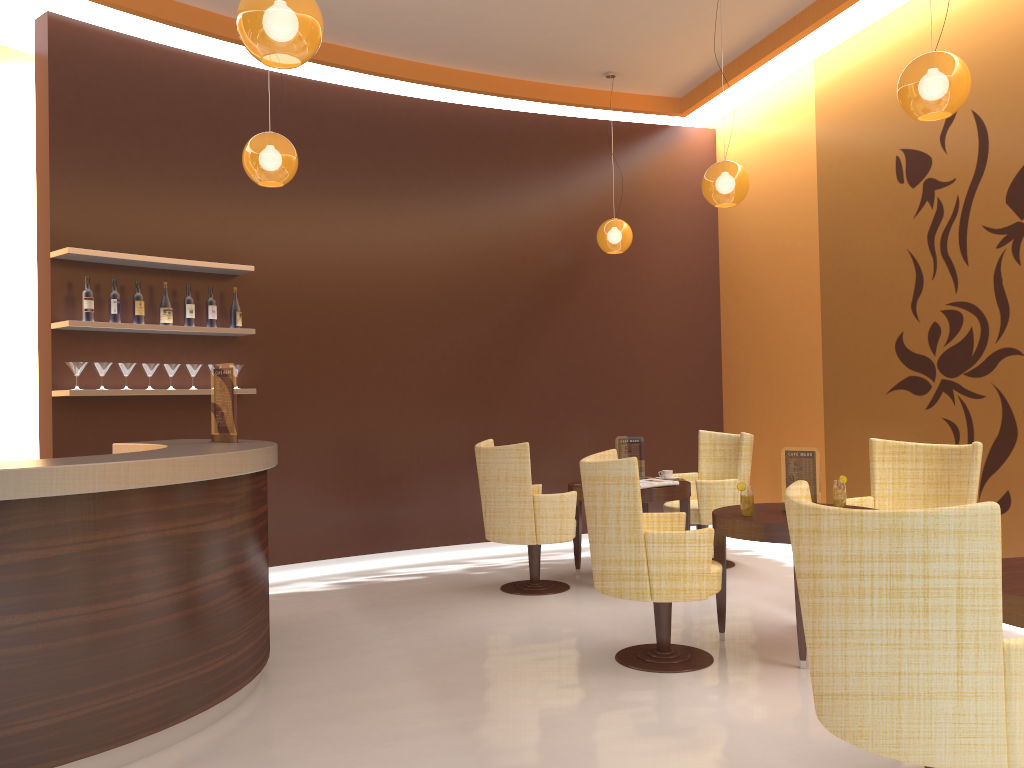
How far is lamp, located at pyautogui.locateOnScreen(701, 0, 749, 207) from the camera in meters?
5.5

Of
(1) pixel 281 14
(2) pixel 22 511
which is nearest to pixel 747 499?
(1) pixel 281 14

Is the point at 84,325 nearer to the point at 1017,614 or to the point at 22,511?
the point at 22,511

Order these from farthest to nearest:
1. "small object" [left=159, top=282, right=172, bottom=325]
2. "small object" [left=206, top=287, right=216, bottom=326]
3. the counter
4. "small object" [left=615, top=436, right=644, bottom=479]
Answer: "small object" [left=615, top=436, right=644, bottom=479] < "small object" [left=206, top=287, right=216, bottom=326] < "small object" [left=159, top=282, right=172, bottom=325] < the counter

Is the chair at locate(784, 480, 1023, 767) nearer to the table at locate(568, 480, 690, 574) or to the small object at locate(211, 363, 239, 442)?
the small object at locate(211, 363, 239, 442)

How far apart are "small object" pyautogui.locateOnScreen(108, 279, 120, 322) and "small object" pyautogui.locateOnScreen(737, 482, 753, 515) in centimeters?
398cm

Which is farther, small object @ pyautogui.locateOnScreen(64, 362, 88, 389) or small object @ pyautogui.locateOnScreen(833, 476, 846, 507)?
small object @ pyautogui.locateOnScreen(64, 362, 88, 389)

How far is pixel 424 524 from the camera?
7.2 meters

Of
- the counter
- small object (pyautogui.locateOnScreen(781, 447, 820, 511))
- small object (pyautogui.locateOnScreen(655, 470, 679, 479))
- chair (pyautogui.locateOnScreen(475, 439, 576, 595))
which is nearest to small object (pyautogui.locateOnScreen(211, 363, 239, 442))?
the counter

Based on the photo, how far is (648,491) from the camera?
5.9m
